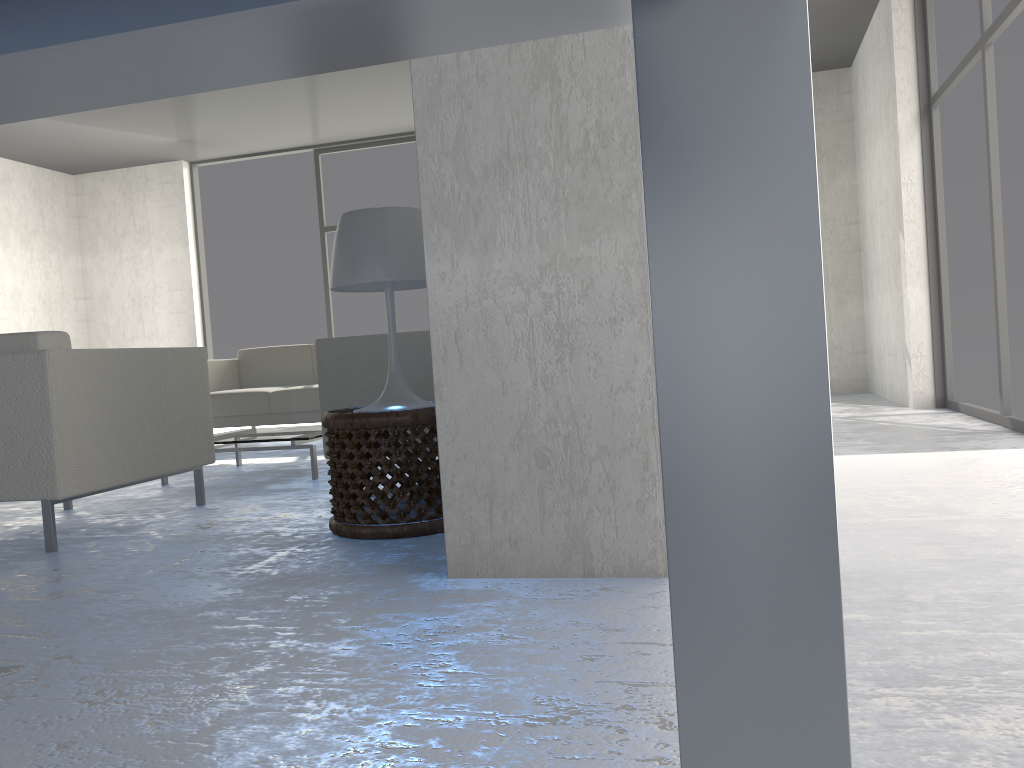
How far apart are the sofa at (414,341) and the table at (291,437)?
0.7m

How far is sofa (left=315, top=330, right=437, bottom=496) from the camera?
3.12m

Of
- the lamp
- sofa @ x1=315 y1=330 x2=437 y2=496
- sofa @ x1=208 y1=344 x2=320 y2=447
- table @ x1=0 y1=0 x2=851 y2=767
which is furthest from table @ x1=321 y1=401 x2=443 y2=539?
sofa @ x1=208 y1=344 x2=320 y2=447

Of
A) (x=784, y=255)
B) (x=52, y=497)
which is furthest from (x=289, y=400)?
(x=784, y=255)

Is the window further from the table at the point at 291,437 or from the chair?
the chair

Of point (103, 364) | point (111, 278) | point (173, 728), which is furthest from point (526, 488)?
point (111, 278)

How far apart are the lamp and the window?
5.40m

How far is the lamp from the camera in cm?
247

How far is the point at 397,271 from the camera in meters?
2.5 m

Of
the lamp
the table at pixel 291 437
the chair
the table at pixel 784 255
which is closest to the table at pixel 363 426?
the lamp
